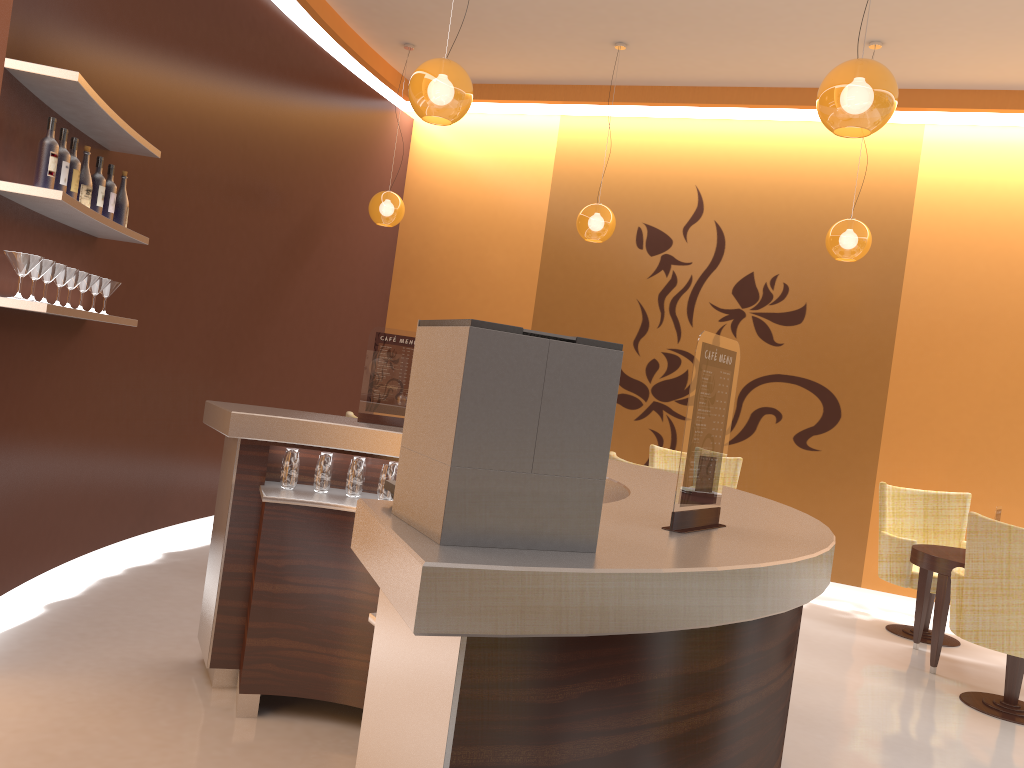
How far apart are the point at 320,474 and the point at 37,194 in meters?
1.5 m

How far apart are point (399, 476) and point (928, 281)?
6.7m

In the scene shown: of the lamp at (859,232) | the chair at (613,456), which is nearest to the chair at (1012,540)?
the chair at (613,456)

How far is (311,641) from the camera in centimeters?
329cm

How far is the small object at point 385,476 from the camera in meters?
3.5

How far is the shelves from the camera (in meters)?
3.27

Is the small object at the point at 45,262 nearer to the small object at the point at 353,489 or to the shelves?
the shelves

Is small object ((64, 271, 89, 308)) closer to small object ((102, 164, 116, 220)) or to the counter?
small object ((102, 164, 116, 220))

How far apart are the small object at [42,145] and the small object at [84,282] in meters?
0.7 m

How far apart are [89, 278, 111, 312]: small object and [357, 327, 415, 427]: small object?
1.5 meters
